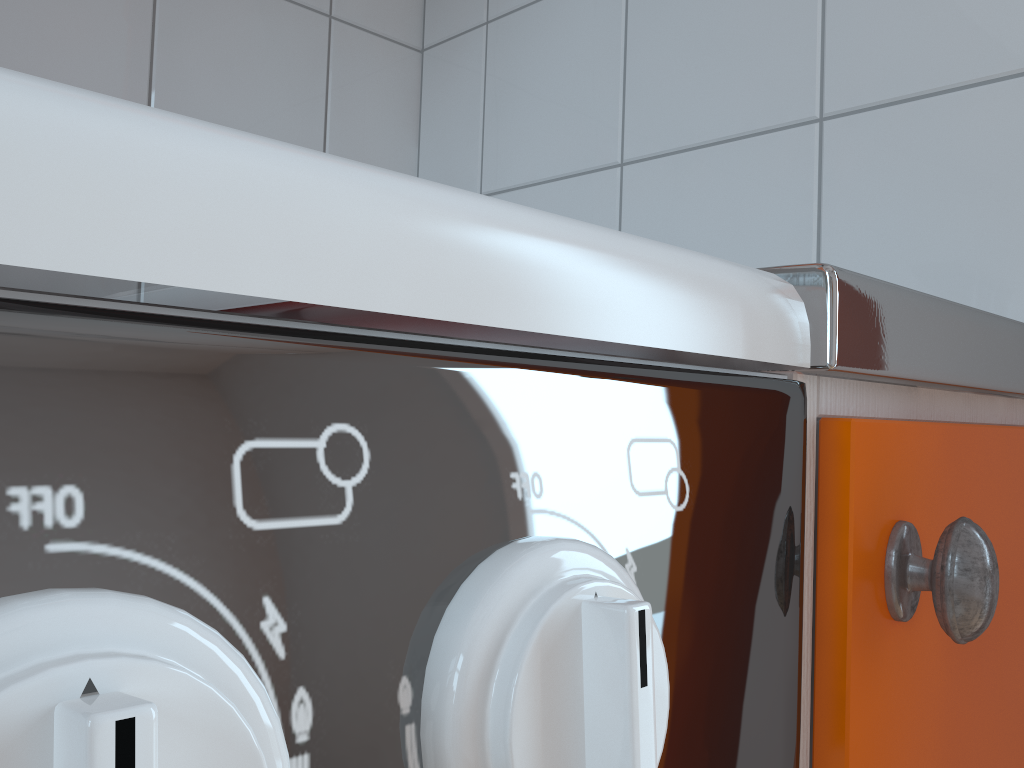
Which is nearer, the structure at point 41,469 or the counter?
the structure at point 41,469

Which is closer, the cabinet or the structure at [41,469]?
the structure at [41,469]

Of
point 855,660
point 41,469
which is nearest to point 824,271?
point 855,660

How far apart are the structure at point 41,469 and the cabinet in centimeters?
0cm

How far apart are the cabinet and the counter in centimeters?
1cm

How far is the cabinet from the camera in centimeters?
28cm

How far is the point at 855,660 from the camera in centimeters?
28cm

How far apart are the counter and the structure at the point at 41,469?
0.01m

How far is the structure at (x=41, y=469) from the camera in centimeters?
11cm

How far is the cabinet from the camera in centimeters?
28cm
